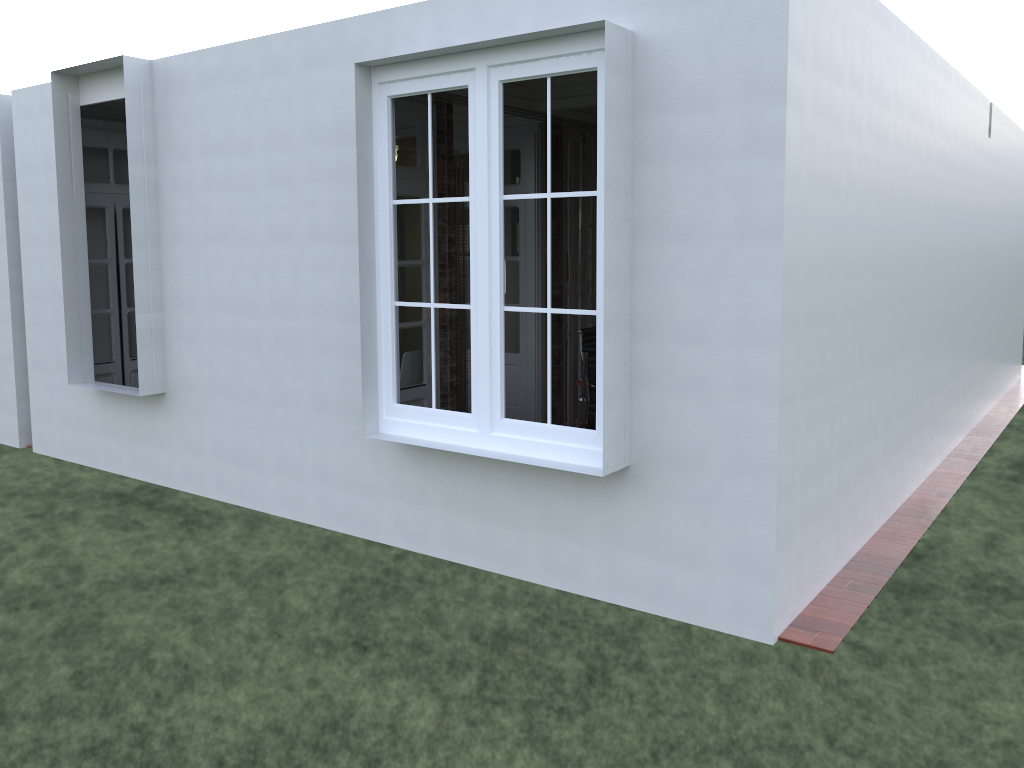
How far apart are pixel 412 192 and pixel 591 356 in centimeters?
167cm

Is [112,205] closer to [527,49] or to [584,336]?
[584,336]

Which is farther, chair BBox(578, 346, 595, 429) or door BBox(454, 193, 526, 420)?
door BBox(454, 193, 526, 420)

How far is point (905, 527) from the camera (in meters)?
5.42

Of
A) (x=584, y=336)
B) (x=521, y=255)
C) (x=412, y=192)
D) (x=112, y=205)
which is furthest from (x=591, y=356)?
(x=112, y=205)

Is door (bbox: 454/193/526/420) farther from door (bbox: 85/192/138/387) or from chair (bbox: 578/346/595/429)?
door (bbox: 85/192/138/387)

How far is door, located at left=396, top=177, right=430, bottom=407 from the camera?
6.09m

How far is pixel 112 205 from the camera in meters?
7.6 m

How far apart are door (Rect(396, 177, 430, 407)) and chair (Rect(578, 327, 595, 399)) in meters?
1.6

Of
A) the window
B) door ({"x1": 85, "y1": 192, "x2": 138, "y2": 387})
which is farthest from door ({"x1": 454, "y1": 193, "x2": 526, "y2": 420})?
door ({"x1": 85, "y1": 192, "x2": 138, "y2": 387})
